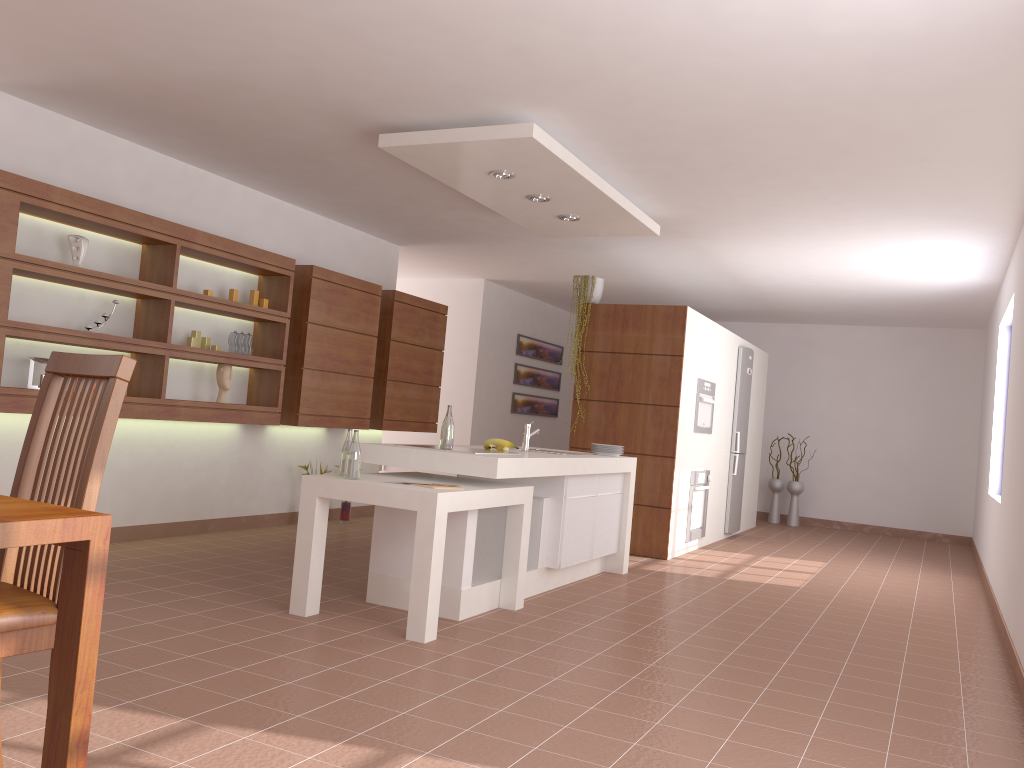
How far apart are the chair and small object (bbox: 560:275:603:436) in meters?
5.4

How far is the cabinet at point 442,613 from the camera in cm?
431

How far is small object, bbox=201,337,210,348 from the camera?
5.91m

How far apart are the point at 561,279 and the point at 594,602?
4.91m

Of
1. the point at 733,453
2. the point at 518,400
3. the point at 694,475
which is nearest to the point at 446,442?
the point at 694,475

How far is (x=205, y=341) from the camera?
5.9m

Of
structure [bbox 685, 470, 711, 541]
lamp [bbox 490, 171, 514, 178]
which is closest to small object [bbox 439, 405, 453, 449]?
lamp [bbox 490, 171, 514, 178]

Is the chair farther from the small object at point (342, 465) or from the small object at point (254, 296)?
the small object at point (254, 296)

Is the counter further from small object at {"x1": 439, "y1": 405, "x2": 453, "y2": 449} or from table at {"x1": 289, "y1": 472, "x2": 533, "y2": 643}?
small object at {"x1": 439, "y1": 405, "x2": 453, "y2": 449}

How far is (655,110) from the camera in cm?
418
